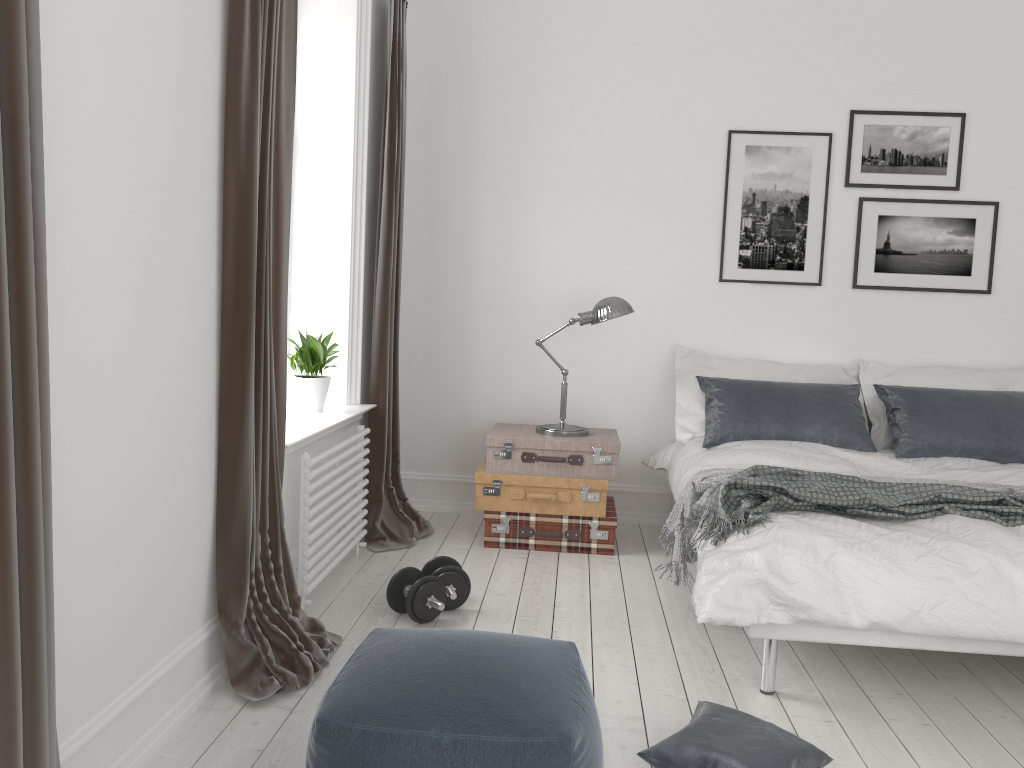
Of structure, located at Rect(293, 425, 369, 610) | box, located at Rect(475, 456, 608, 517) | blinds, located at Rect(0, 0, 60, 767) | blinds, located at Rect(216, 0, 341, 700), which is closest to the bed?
box, located at Rect(475, 456, 608, 517)

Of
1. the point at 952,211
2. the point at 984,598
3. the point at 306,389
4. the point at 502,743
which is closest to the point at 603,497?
the point at 306,389

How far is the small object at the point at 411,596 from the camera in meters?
3.2 m

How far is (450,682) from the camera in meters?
1.8

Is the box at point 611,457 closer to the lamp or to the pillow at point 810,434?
the lamp

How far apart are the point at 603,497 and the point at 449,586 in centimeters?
114cm

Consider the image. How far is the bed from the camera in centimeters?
256cm

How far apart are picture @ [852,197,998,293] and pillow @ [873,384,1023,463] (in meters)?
0.62

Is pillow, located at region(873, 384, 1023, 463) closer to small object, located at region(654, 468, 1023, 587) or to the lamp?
small object, located at region(654, 468, 1023, 587)

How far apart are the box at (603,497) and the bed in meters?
0.3
